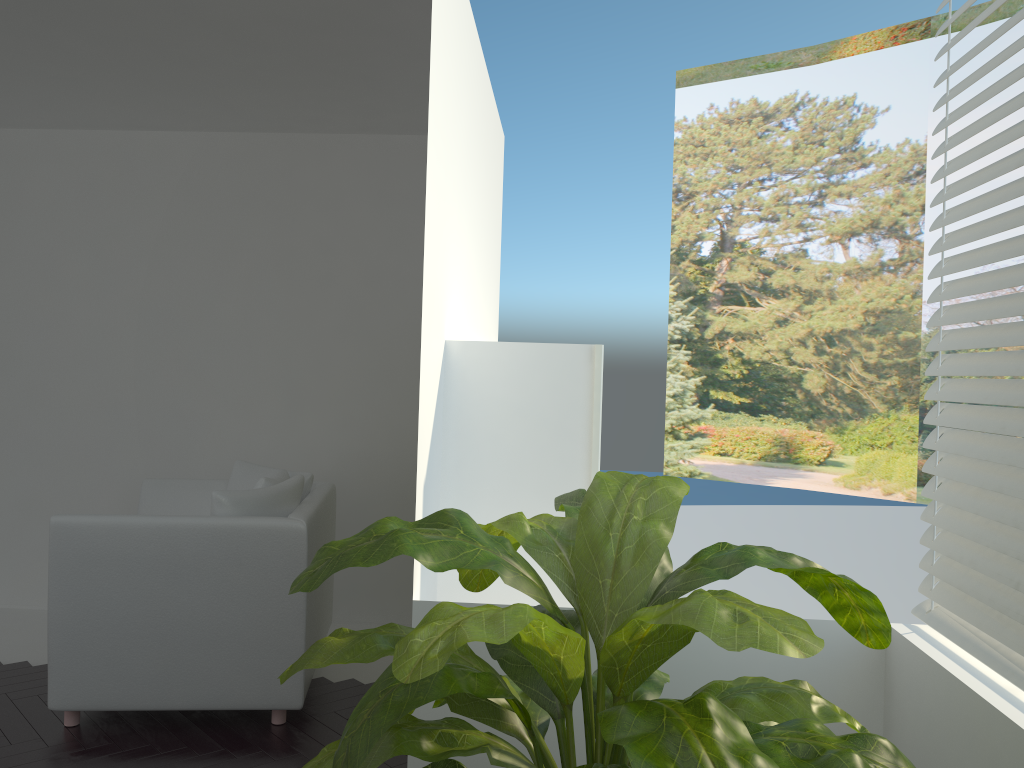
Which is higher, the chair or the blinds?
the blinds

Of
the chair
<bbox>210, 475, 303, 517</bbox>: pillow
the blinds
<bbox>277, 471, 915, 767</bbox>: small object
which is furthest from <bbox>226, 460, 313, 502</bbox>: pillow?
the blinds

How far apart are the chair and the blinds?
2.1m

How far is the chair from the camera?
3.25m

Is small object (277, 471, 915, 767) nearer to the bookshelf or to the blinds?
the blinds

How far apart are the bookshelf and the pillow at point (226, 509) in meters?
1.5

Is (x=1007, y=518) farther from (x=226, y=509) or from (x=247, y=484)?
(x=247, y=484)

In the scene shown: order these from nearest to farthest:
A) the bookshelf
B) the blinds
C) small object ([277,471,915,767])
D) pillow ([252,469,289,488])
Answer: small object ([277,471,915,767]) → the blinds → the bookshelf → pillow ([252,469,289,488])

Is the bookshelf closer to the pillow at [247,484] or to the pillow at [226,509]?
the pillow at [226,509]

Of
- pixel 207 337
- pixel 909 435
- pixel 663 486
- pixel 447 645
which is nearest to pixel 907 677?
pixel 663 486
